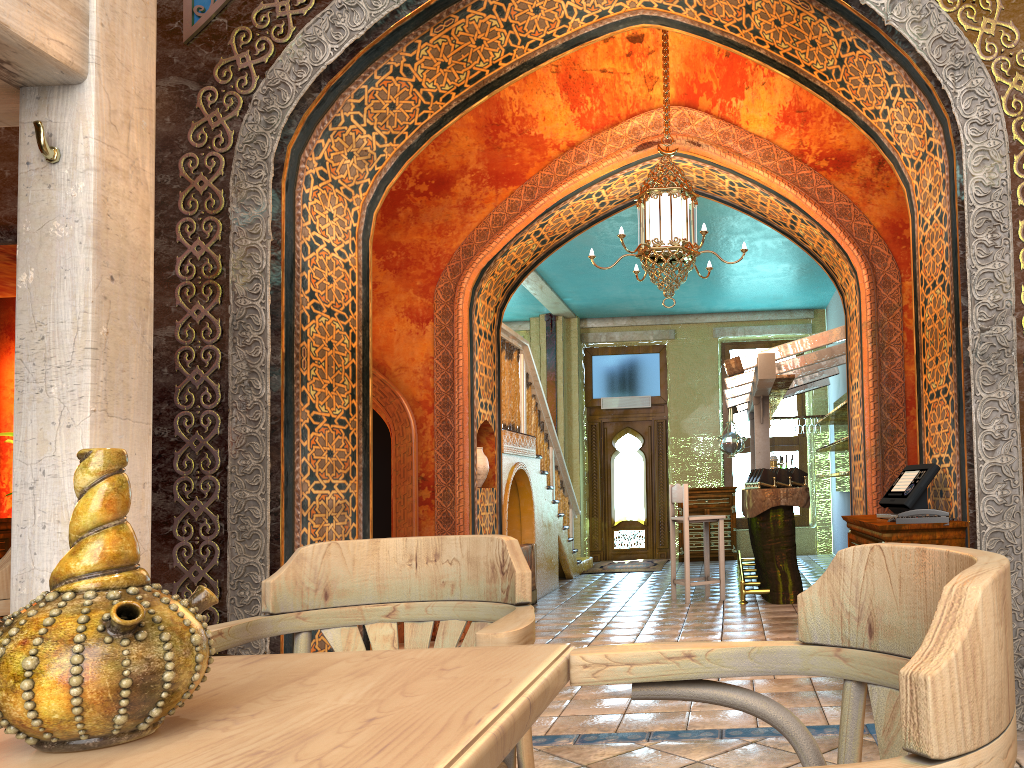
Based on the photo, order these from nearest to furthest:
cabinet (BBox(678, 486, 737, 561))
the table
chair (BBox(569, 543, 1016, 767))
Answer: chair (BBox(569, 543, 1016, 767)) → the table → cabinet (BBox(678, 486, 737, 561))

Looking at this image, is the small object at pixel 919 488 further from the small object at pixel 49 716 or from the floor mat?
the floor mat

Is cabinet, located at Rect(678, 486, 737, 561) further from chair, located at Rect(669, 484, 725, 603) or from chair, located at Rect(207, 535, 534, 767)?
chair, located at Rect(207, 535, 534, 767)

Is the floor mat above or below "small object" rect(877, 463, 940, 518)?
below

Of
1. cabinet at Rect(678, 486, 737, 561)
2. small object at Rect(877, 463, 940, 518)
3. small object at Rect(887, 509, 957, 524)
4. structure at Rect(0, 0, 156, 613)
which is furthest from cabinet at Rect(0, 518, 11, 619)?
cabinet at Rect(678, 486, 737, 561)

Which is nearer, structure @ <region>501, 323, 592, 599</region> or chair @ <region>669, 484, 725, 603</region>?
chair @ <region>669, 484, 725, 603</region>

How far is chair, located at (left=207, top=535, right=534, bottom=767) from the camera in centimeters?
204cm

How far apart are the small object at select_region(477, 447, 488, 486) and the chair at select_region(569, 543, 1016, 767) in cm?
700

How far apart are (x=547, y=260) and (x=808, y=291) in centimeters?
439cm

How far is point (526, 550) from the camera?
9.6m
